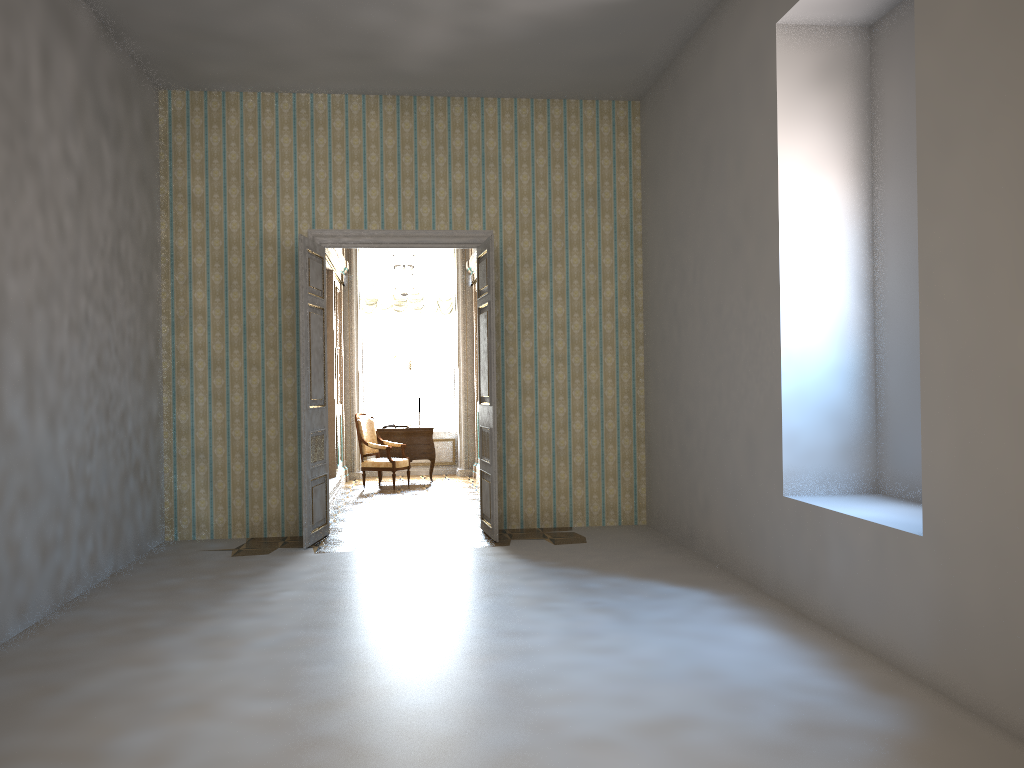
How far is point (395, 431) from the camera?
12.5 meters

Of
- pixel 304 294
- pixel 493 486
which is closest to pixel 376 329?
pixel 304 294

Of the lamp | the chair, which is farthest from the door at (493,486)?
the chair

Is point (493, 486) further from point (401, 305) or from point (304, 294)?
point (401, 305)

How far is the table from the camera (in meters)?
12.52

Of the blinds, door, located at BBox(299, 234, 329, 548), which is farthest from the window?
door, located at BBox(299, 234, 329, 548)

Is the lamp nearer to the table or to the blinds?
the blinds

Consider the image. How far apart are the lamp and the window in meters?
1.4

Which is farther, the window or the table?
the window

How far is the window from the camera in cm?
1391
